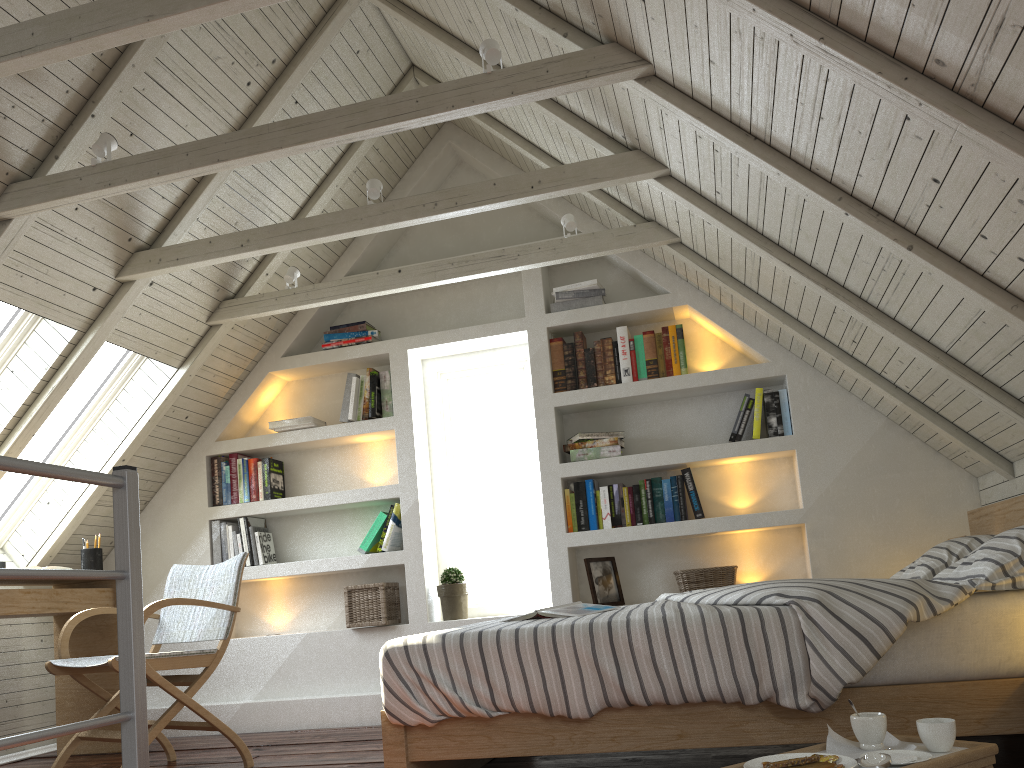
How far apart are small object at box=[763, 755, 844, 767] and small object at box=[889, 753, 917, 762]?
0.1 meters

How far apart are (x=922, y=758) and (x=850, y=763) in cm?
14

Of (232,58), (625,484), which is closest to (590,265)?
(625,484)

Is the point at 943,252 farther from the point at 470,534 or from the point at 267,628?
the point at 267,628

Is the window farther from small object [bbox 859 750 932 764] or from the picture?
small object [bbox 859 750 932 764]

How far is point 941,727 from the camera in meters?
1.5 m

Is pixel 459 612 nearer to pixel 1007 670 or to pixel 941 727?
pixel 1007 670

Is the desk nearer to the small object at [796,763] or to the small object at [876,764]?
the small object at [796,763]

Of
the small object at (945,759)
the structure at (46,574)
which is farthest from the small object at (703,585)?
the structure at (46,574)

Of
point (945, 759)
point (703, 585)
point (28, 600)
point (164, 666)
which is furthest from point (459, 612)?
point (945, 759)
